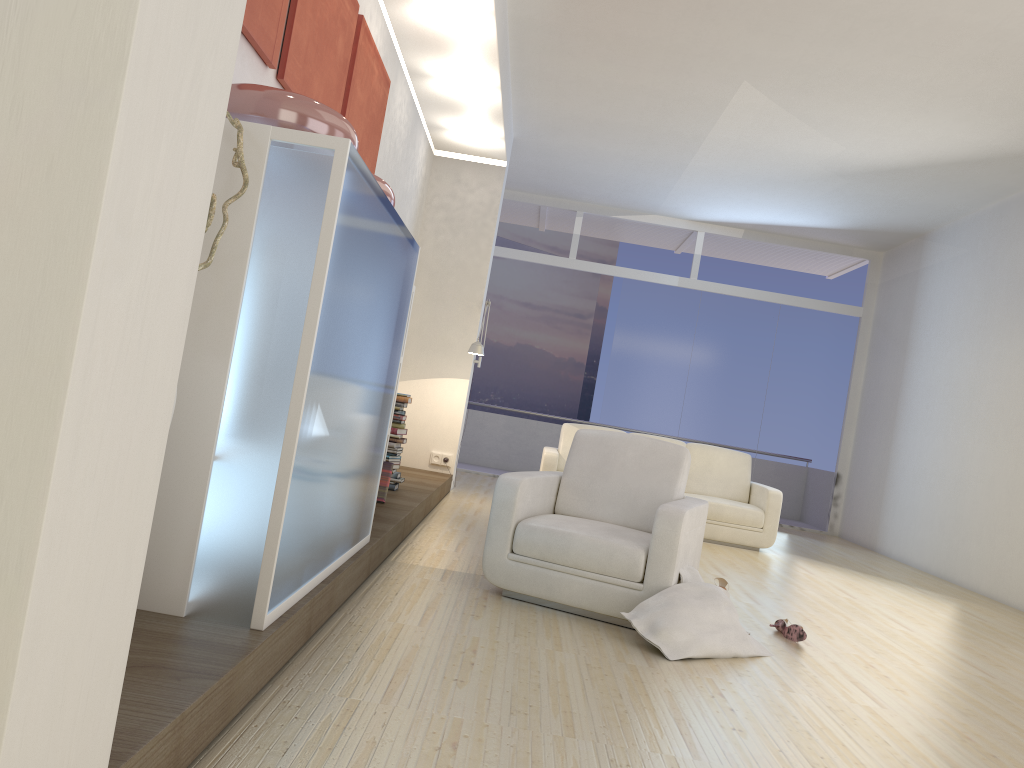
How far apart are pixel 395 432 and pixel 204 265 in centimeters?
409cm

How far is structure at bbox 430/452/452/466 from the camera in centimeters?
849cm

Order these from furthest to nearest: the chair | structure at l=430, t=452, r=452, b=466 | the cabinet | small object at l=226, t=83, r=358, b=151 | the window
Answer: the window
structure at l=430, t=452, r=452, b=466
the chair
small object at l=226, t=83, r=358, b=151
the cabinet

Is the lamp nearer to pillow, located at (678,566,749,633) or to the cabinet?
the cabinet

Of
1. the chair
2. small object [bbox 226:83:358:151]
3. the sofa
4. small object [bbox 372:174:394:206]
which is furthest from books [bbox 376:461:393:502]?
small object [bbox 226:83:358:151]

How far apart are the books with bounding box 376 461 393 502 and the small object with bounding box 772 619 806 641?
2.45m

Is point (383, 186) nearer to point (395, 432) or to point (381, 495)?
point (381, 495)

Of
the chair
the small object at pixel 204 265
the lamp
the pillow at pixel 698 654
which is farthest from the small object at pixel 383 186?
the lamp

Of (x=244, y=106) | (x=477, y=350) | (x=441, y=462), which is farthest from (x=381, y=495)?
(x=244, y=106)

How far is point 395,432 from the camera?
6.3 meters
